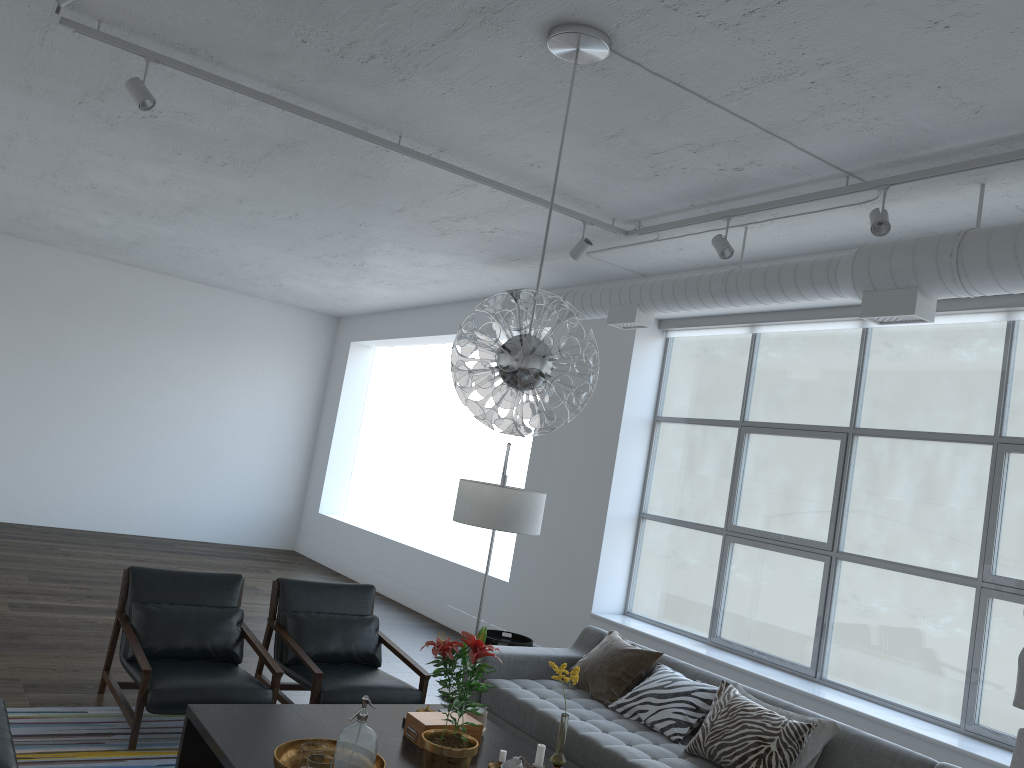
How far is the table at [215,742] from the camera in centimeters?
321cm

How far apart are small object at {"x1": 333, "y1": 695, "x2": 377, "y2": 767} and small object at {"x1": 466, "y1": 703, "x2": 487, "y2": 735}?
0.9 meters

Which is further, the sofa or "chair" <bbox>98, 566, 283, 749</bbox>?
"chair" <bbox>98, 566, 283, 749</bbox>

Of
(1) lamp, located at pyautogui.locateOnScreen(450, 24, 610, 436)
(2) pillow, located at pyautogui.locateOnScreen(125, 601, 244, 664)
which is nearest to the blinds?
(1) lamp, located at pyautogui.locateOnScreen(450, 24, 610, 436)

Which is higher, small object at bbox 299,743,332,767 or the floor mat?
small object at bbox 299,743,332,767

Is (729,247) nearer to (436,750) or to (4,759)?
(436,750)

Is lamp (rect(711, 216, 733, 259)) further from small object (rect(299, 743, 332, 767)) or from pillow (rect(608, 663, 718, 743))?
small object (rect(299, 743, 332, 767))

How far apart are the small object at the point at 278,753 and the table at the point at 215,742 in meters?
0.0

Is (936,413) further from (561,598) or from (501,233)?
(501,233)

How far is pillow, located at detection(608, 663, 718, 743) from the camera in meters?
4.3 m
